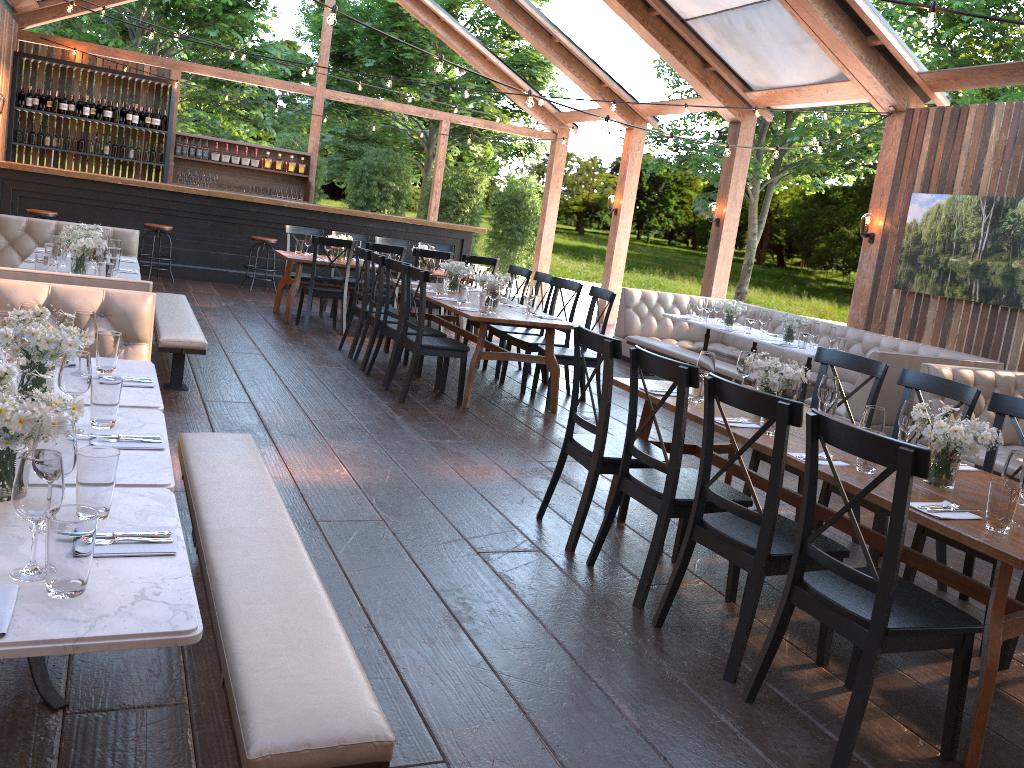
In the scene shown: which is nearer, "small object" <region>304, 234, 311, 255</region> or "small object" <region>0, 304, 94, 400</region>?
"small object" <region>0, 304, 94, 400</region>

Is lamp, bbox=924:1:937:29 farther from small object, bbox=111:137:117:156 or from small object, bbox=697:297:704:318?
small object, bbox=111:137:117:156

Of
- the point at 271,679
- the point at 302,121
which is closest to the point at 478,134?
the point at 302,121

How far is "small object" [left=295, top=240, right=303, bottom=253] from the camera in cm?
1020

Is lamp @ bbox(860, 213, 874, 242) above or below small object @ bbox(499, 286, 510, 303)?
above

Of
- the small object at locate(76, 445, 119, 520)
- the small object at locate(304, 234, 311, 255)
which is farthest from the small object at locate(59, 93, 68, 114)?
the small object at locate(76, 445, 119, 520)

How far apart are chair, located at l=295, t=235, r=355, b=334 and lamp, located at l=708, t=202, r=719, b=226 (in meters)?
5.10

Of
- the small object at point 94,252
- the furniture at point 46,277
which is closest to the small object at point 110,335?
the furniture at point 46,277

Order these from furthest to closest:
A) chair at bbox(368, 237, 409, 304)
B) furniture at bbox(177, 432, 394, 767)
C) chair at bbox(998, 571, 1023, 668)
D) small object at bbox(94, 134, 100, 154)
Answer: small object at bbox(94, 134, 100, 154), chair at bbox(368, 237, 409, 304), chair at bbox(998, 571, 1023, 668), furniture at bbox(177, 432, 394, 767)

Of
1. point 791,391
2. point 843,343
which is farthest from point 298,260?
point 791,391
